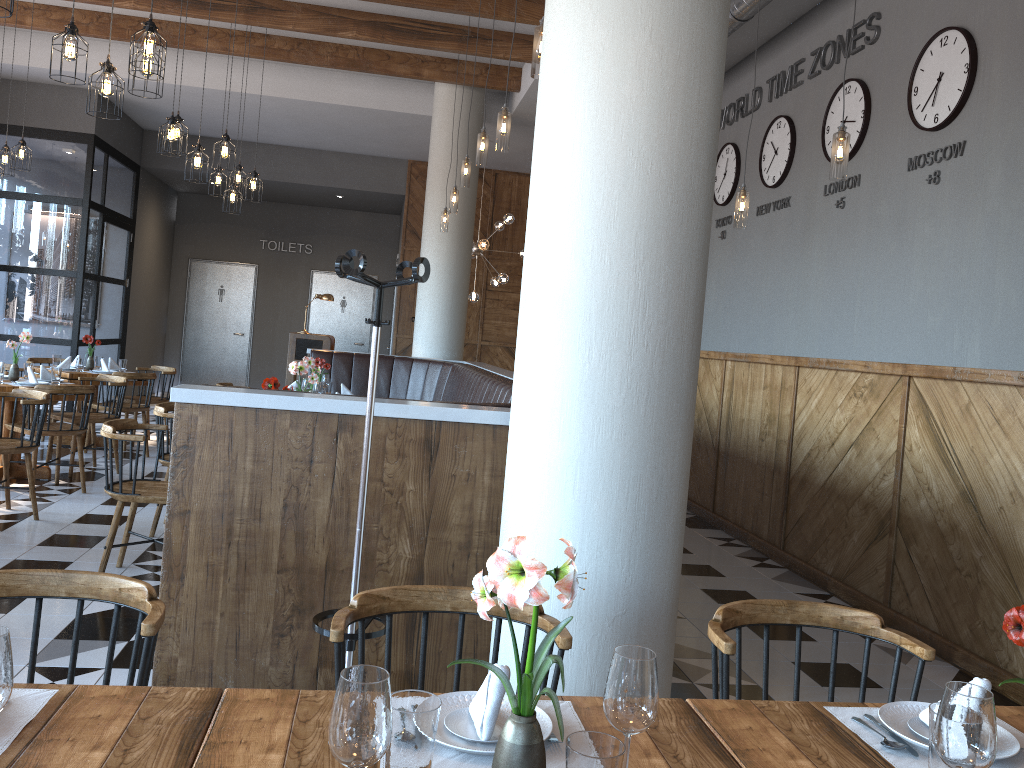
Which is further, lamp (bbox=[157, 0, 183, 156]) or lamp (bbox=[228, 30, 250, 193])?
lamp (bbox=[228, 30, 250, 193])

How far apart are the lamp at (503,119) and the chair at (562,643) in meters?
3.3 m

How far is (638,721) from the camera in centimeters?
128cm

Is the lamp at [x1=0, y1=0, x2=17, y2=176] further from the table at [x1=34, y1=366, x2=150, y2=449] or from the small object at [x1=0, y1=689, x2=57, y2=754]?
the small object at [x1=0, y1=689, x2=57, y2=754]

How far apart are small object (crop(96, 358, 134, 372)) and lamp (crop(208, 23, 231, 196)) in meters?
2.1

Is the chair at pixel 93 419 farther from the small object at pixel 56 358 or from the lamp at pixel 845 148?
the lamp at pixel 845 148

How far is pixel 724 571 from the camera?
6.0 meters

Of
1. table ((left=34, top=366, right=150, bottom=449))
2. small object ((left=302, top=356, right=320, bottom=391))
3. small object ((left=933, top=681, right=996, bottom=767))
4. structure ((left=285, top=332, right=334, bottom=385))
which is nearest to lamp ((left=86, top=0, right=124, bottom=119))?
small object ((left=302, top=356, right=320, bottom=391))

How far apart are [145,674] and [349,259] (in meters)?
1.36

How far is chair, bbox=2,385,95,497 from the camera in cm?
641
